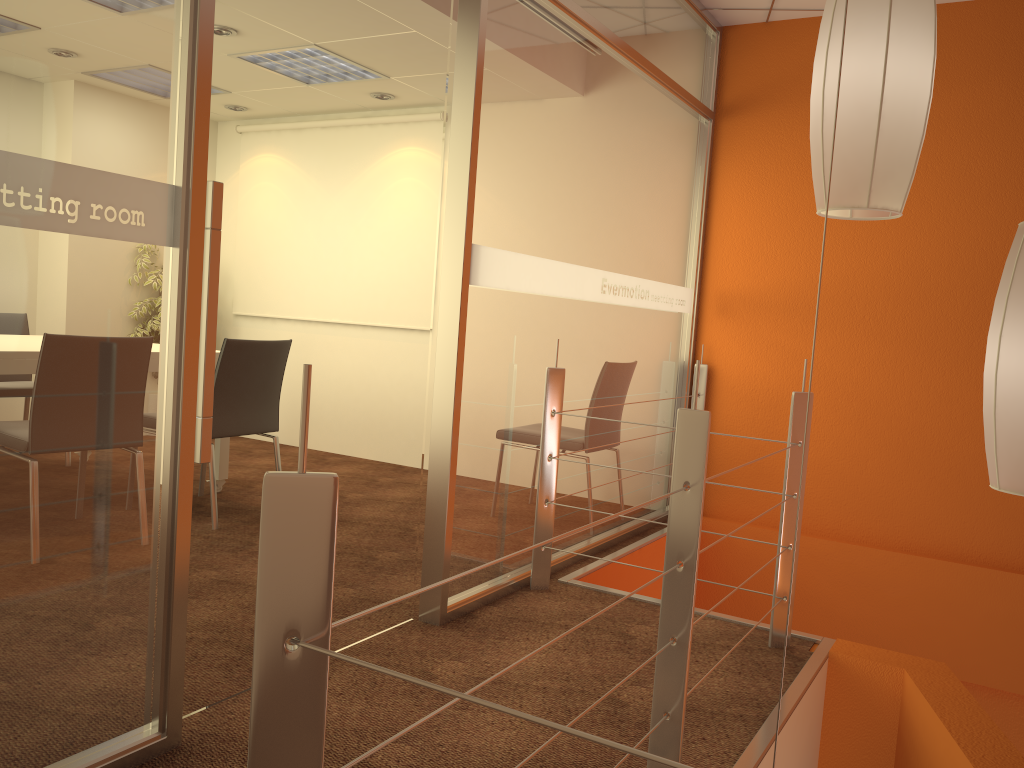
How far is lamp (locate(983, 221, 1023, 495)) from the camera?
1.4 meters

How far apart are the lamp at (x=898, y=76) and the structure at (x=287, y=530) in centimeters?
39cm

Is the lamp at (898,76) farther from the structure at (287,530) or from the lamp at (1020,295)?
the structure at (287,530)

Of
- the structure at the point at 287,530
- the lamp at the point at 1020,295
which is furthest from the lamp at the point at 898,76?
the structure at the point at 287,530

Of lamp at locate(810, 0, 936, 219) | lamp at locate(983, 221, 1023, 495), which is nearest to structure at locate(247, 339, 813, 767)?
lamp at locate(810, 0, 936, 219)

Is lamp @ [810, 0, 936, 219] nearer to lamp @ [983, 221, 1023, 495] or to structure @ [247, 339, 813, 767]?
lamp @ [983, 221, 1023, 495]

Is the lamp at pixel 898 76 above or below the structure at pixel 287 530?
above

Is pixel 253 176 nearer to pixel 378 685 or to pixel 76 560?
pixel 76 560

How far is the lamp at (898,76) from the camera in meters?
1.4

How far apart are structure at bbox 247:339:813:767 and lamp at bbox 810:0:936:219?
0.39m
